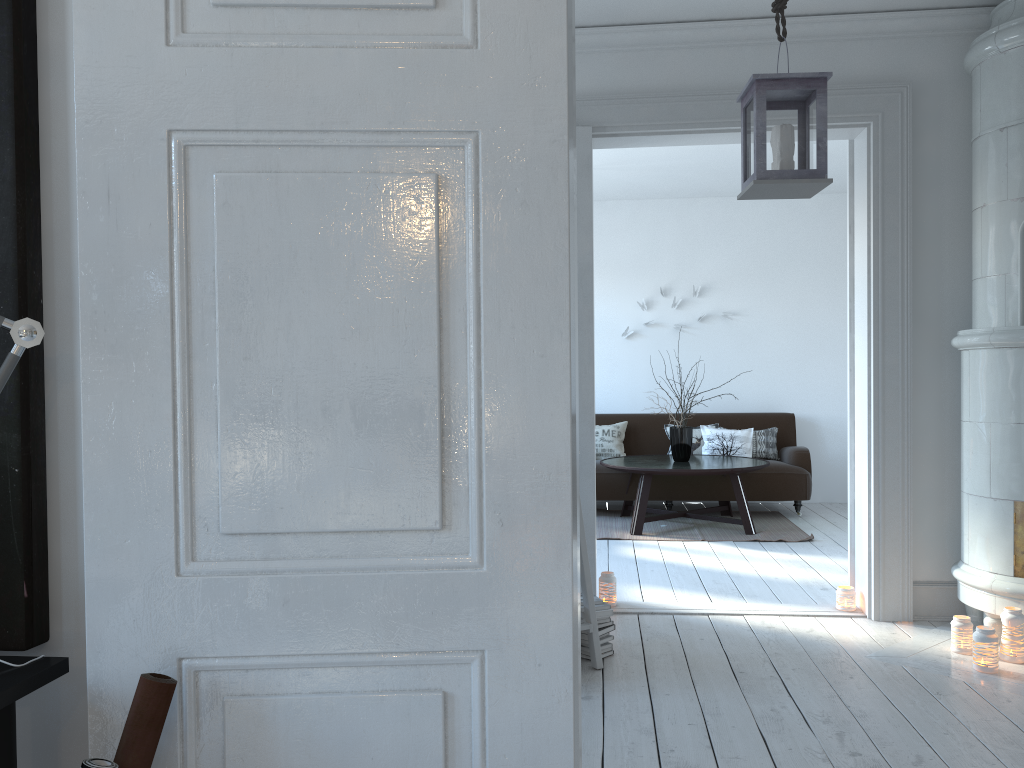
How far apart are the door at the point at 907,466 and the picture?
3.0m

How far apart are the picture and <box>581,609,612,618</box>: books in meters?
2.5 m

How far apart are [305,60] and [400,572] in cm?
71

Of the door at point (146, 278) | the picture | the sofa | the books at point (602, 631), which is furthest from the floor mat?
the picture

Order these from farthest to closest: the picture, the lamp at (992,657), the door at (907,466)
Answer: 1. the door at (907,466)
2. the lamp at (992,657)
3. the picture

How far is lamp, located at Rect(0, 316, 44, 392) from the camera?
1.2 meters

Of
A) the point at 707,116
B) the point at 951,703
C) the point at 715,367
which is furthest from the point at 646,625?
the point at 715,367

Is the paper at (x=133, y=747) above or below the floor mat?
above

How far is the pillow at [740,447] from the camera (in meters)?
7.57

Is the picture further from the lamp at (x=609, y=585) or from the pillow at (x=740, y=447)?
the pillow at (x=740, y=447)
